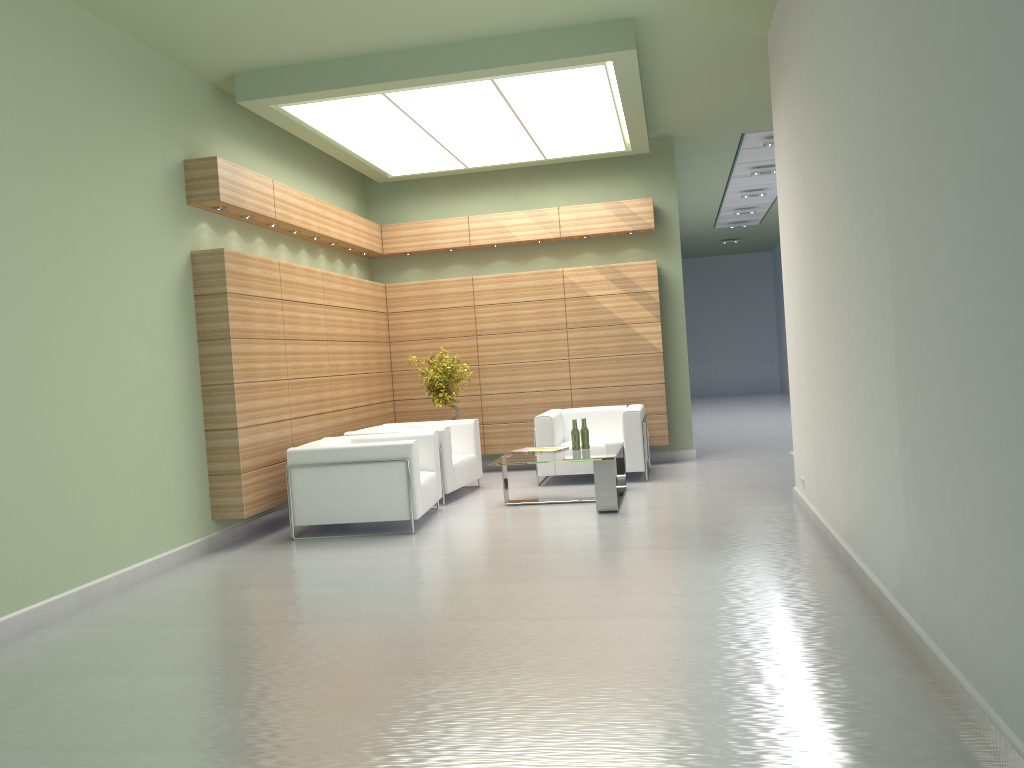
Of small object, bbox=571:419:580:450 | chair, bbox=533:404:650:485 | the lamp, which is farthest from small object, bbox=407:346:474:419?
the lamp

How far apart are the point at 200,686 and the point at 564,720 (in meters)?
2.78

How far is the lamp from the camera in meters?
12.4 m

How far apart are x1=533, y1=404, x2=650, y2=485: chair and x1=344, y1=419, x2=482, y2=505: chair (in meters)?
1.07

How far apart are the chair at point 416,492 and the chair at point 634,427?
2.5m

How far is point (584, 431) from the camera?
13.5 meters

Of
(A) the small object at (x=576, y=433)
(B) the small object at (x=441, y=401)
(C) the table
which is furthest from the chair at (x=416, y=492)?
(B) the small object at (x=441, y=401)

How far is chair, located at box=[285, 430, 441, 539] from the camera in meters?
11.7

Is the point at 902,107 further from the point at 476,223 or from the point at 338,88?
the point at 476,223

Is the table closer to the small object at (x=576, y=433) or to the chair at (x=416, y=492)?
the small object at (x=576, y=433)
